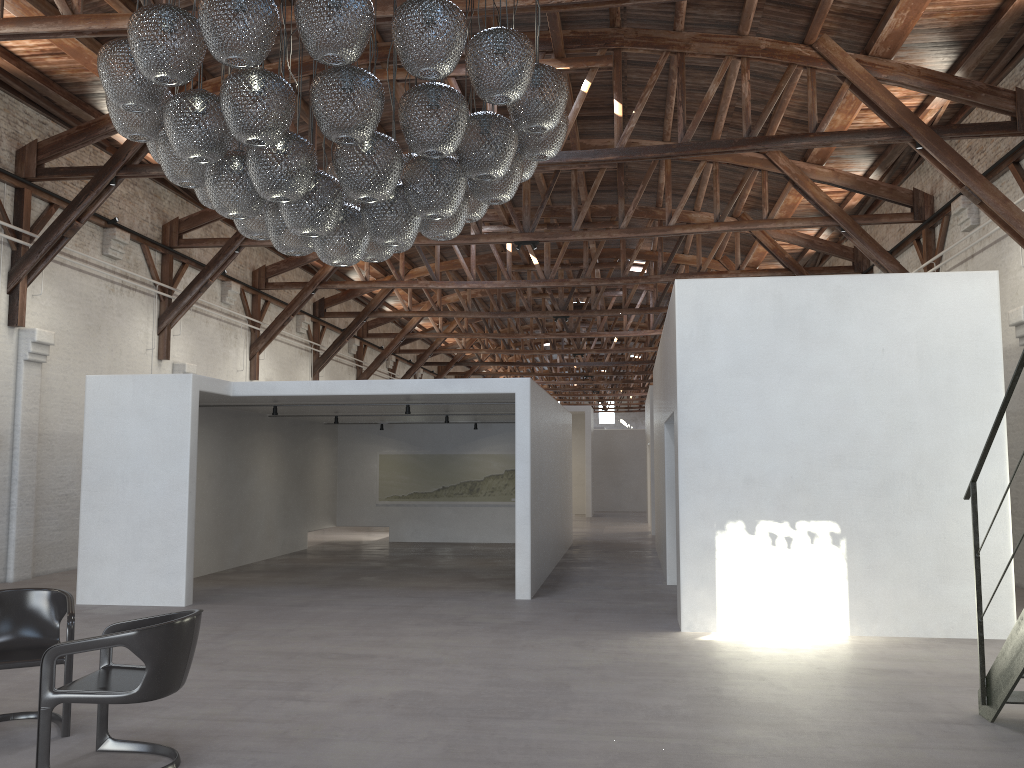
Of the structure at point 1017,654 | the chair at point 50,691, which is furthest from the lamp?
the structure at point 1017,654

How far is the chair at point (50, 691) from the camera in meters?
4.2 m

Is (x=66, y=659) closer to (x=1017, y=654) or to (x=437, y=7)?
(x=437, y=7)

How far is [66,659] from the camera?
4.9 meters

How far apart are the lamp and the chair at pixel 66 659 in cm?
241

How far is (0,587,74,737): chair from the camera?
4.95m

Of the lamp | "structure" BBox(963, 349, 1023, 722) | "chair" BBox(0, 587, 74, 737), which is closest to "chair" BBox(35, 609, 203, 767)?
"chair" BBox(0, 587, 74, 737)

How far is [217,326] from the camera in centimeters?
1740cm

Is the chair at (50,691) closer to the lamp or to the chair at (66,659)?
the chair at (66,659)

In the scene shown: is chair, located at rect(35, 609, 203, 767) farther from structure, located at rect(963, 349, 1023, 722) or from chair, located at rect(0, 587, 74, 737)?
structure, located at rect(963, 349, 1023, 722)
